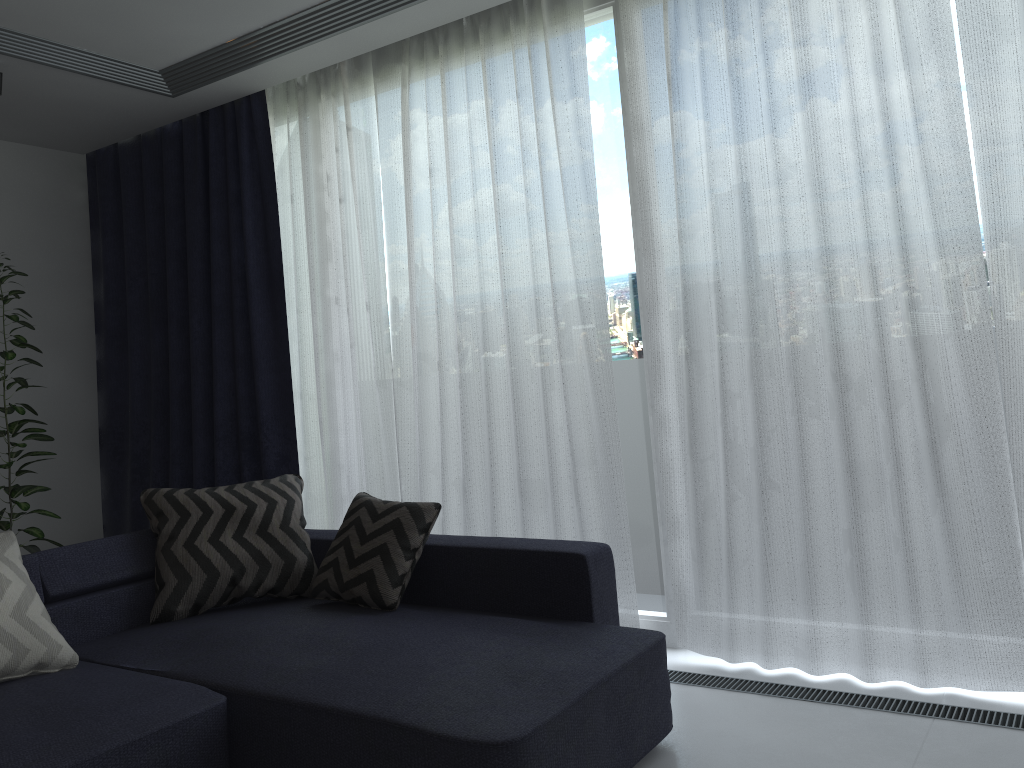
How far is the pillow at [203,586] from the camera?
3.07m

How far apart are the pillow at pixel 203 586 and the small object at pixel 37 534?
1.2m

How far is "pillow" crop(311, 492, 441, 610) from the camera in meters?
2.9

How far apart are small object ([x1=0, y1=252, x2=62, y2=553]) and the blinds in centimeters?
61cm

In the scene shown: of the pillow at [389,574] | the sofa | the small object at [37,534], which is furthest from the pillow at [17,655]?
the small object at [37,534]

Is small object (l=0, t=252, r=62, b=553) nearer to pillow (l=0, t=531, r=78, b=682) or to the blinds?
the blinds

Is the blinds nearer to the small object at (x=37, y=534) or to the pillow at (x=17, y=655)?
the small object at (x=37, y=534)

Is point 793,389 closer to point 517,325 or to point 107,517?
point 517,325

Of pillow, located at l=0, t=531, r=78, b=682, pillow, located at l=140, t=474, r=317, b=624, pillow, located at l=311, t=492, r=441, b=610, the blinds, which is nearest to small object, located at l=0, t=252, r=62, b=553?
the blinds

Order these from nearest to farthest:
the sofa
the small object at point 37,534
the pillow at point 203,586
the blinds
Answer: the sofa → the blinds → the pillow at point 203,586 → the small object at point 37,534
